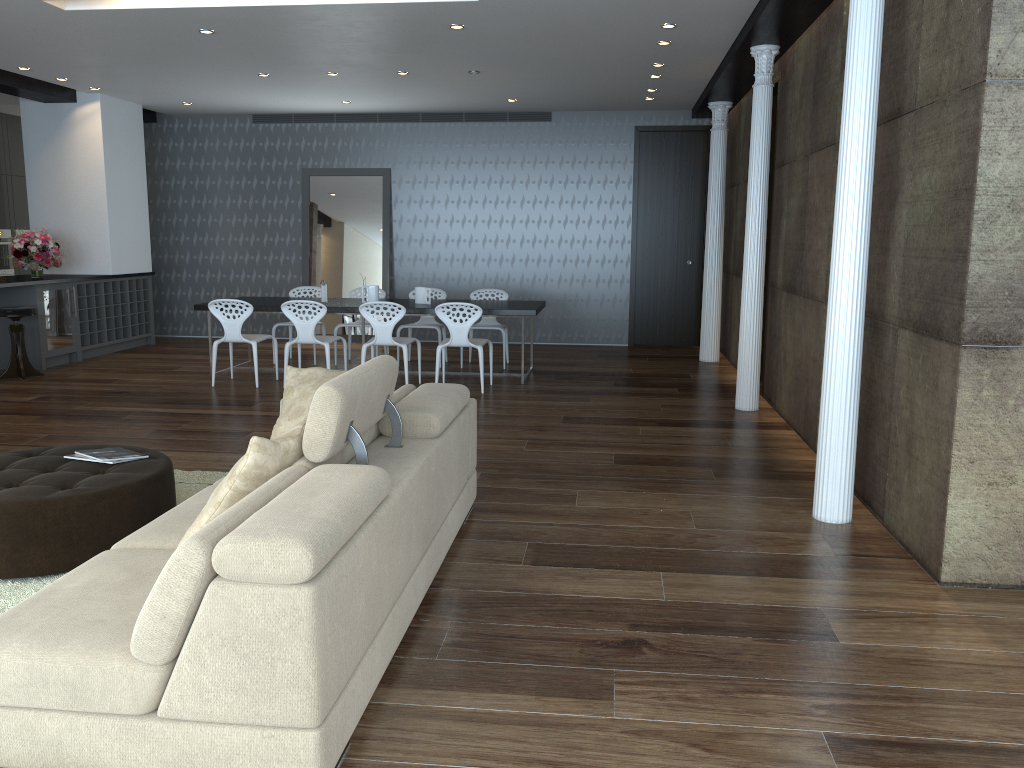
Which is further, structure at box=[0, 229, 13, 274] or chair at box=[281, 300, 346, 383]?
structure at box=[0, 229, 13, 274]

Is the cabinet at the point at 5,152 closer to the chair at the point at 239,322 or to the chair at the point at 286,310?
the chair at the point at 239,322

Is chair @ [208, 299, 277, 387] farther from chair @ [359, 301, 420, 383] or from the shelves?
the shelves

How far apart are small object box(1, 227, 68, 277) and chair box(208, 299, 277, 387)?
2.61m

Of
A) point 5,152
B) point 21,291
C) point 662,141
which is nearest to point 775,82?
point 662,141

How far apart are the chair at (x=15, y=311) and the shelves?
1.05m

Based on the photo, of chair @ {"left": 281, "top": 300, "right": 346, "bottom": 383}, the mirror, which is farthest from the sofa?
the mirror

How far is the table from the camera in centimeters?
843cm

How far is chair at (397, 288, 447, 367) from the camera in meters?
9.9 m

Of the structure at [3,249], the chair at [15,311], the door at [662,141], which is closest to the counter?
the chair at [15,311]
